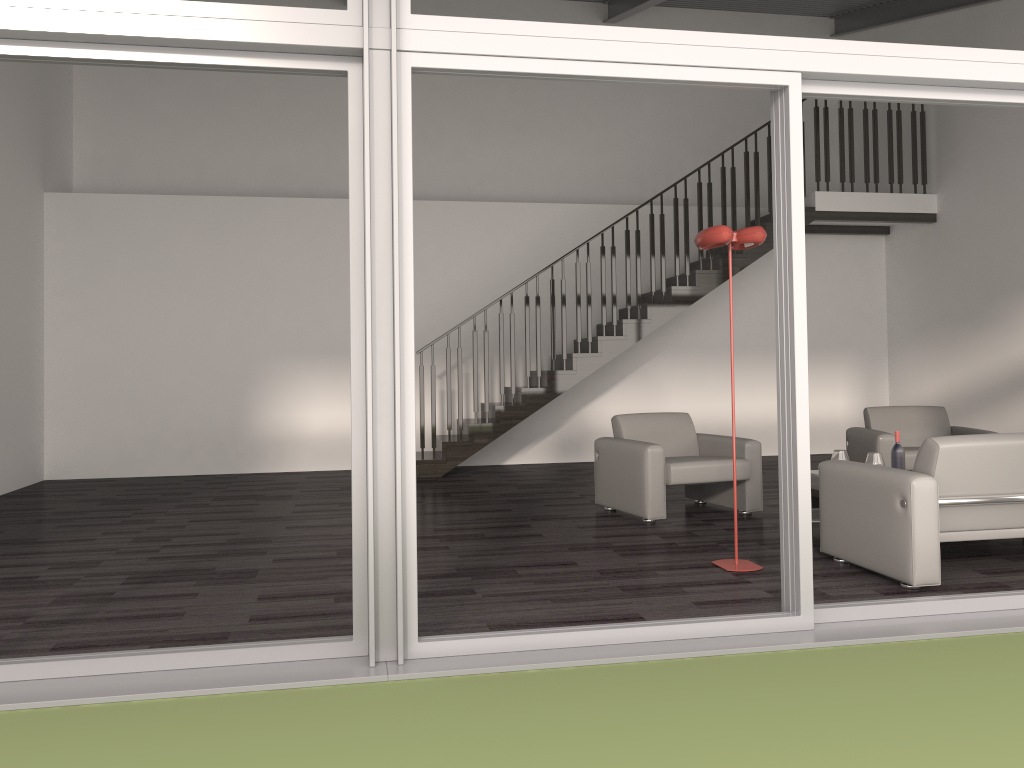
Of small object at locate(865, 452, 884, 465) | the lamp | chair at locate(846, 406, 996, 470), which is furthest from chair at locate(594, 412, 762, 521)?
the lamp

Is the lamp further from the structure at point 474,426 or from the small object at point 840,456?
the structure at point 474,426

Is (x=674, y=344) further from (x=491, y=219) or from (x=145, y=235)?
(x=145, y=235)

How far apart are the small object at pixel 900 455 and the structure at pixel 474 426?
3.84m

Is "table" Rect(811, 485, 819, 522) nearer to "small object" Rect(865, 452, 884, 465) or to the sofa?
"small object" Rect(865, 452, 884, 465)

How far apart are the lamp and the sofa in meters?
0.5 m

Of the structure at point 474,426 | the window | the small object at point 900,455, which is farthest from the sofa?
the structure at point 474,426

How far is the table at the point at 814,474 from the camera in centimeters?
584cm

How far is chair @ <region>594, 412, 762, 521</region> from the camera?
6.1m

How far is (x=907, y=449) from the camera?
6.8 meters
